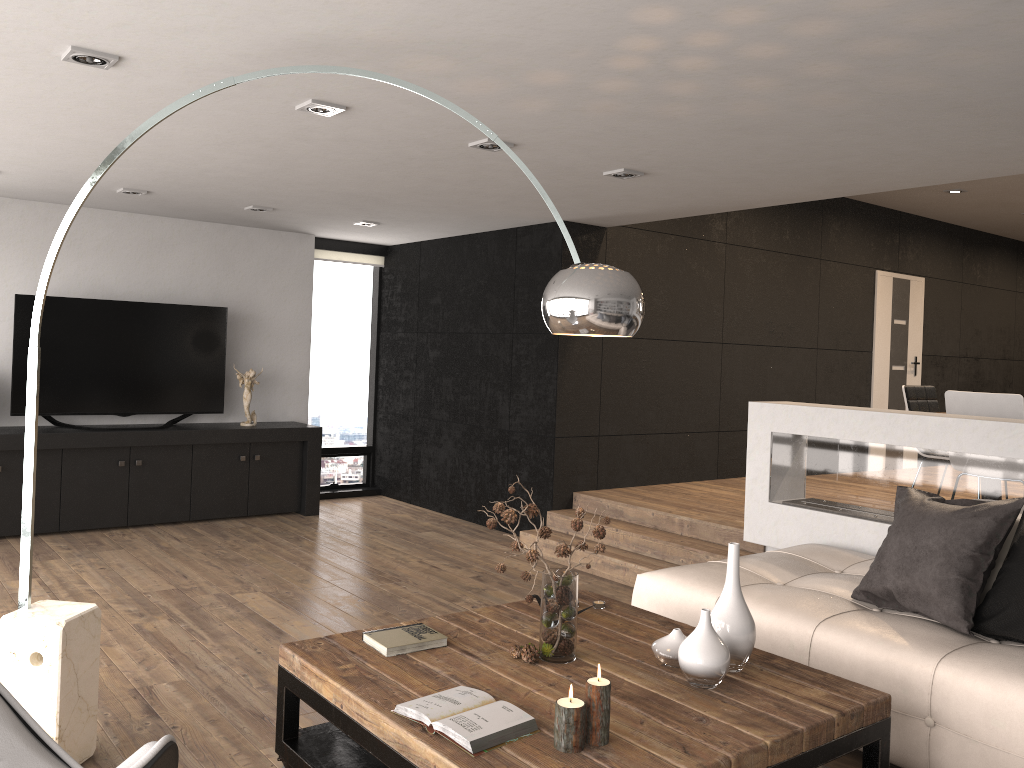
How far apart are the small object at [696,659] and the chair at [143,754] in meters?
1.5

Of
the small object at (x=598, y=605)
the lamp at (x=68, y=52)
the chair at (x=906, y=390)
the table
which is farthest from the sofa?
the lamp at (x=68, y=52)

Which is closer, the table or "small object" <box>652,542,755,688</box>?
the table

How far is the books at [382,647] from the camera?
2.9 meters

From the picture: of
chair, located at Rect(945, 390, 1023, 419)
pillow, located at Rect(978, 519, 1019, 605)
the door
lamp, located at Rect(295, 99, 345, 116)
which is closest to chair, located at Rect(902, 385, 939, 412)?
chair, located at Rect(945, 390, 1023, 419)

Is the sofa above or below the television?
below

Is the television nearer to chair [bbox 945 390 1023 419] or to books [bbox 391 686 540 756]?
books [bbox 391 686 540 756]

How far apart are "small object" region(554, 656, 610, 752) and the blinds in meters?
6.6

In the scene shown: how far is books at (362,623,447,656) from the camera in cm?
285

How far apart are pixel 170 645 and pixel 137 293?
3.78m
